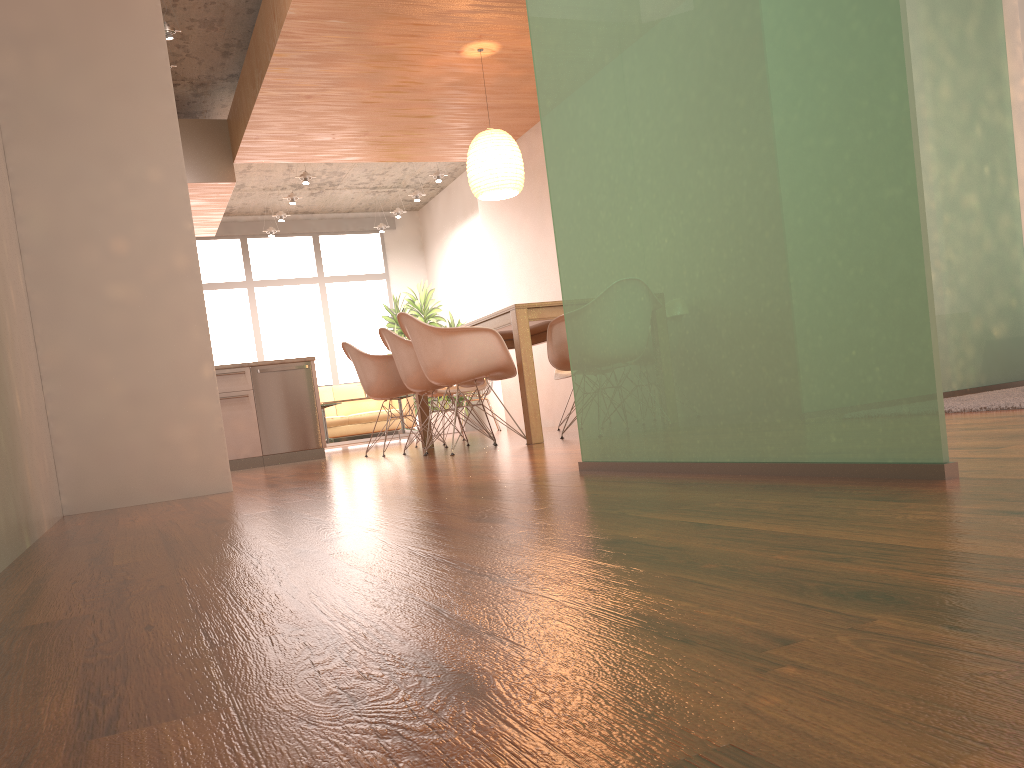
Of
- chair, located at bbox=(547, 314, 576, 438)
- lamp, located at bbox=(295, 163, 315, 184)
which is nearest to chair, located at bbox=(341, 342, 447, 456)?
chair, located at bbox=(547, 314, 576, 438)

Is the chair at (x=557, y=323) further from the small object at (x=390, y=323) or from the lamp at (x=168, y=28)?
the small object at (x=390, y=323)

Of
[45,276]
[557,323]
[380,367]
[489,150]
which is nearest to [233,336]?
[380,367]

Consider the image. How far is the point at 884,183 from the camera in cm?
158

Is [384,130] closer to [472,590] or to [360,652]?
[472,590]

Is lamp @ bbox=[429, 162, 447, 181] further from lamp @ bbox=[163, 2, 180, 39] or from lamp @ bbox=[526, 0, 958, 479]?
lamp @ bbox=[526, 0, 958, 479]

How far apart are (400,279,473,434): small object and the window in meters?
1.5

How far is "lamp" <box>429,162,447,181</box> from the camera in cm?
1036

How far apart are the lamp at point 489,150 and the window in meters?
6.8

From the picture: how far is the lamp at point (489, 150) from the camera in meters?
6.3
